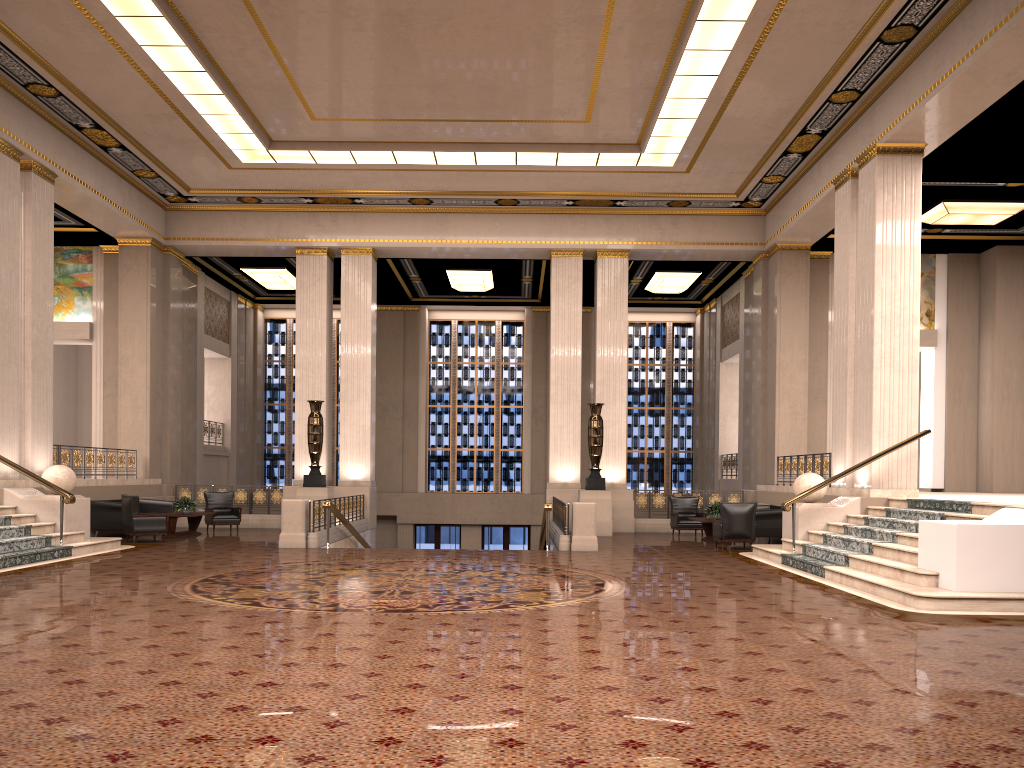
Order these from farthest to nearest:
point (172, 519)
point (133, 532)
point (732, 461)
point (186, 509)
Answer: point (732, 461), point (186, 509), point (172, 519), point (133, 532)

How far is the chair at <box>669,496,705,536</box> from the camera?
18.3m

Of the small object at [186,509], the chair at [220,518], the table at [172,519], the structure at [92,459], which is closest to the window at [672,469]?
the chair at [220,518]

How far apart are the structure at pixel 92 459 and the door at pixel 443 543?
10.82m

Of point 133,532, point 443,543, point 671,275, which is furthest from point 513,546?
point 133,532

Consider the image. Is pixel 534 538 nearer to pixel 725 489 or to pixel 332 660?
pixel 725 489

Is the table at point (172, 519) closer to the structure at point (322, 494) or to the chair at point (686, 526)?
the structure at point (322, 494)

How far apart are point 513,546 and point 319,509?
12.14m

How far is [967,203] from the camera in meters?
16.9 m

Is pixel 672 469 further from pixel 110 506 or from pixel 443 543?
pixel 110 506
